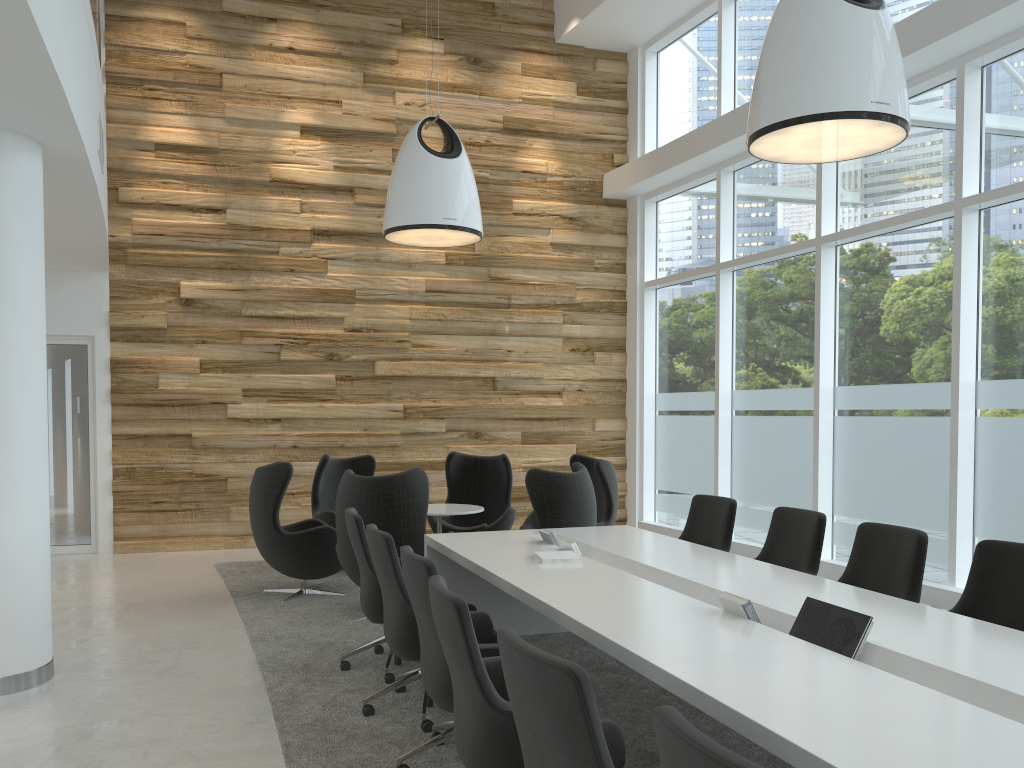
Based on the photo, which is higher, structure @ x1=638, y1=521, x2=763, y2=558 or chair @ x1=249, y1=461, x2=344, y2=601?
chair @ x1=249, y1=461, x2=344, y2=601

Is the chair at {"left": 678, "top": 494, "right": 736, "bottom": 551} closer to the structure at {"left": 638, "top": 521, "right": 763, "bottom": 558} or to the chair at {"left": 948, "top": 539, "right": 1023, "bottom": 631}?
the chair at {"left": 948, "top": 539, "right": 1023, "bottom": 631}

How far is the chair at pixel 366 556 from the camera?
5.07m

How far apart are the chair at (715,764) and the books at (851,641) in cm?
164

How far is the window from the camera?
6.78m

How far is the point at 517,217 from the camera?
11.0 meters

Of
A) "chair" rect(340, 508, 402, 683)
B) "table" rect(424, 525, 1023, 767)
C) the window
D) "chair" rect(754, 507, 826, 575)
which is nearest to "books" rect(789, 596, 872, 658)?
"table" rect(424, 525, 1023, 767)

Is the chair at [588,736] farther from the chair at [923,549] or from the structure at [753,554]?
the structure at [753,554]

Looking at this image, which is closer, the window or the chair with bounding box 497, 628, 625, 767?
the chair with bounding box 497, 628, 625, 767

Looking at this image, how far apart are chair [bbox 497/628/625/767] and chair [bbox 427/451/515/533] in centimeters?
597cm
